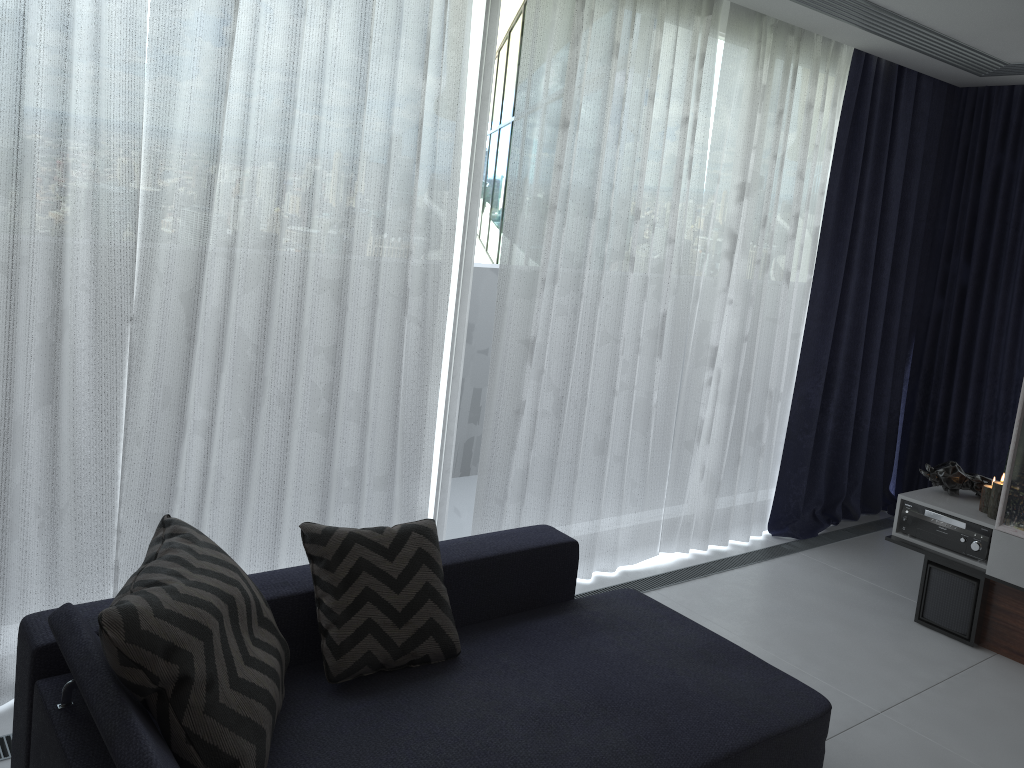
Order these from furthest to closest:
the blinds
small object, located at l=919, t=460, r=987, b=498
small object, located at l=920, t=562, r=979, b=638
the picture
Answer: small object, located at l=919, t=460, r=987, b=498 → small object, located at l=920, t=562, r=979, b=638 → the picture → the blinds

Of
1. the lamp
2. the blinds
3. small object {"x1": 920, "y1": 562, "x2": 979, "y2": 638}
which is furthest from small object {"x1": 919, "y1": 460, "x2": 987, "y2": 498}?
the blinds

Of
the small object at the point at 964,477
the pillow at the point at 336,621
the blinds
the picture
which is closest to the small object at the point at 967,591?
→ the picture

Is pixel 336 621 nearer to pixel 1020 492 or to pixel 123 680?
pixel 123 680

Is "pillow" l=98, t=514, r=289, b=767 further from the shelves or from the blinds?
the shelves

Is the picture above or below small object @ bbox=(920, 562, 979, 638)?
above

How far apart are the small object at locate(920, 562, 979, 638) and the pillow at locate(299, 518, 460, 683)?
2.4 meters

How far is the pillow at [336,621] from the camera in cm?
229

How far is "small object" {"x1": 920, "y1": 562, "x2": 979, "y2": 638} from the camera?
3.7m

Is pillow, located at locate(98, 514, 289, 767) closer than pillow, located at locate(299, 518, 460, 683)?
Yes
